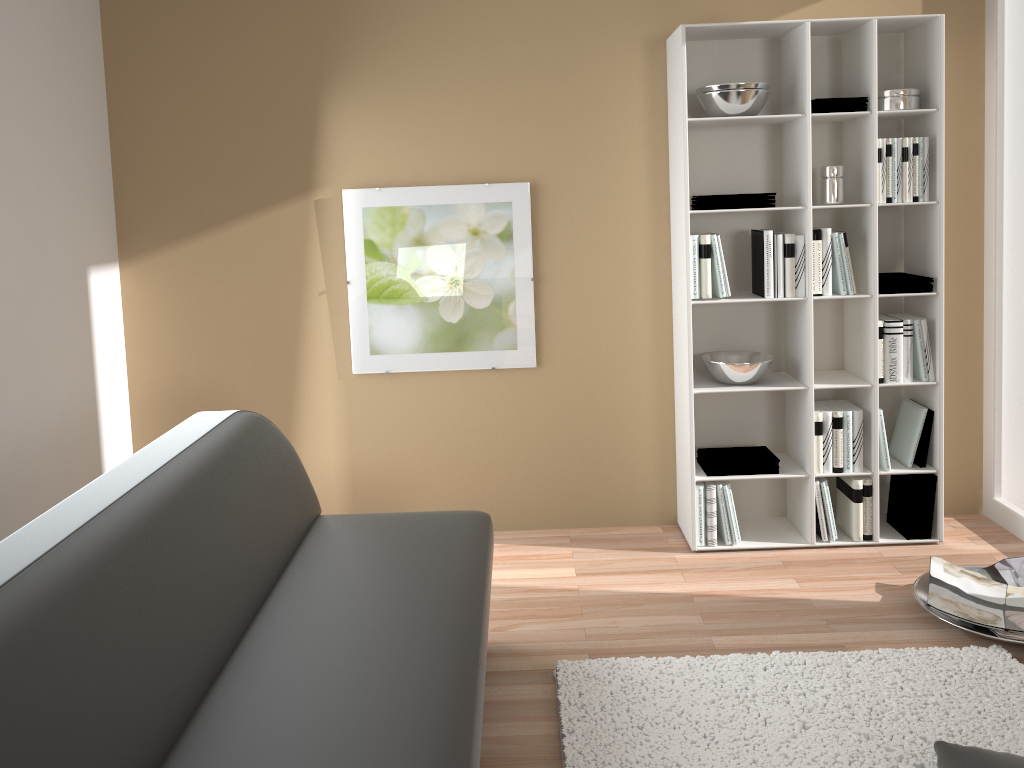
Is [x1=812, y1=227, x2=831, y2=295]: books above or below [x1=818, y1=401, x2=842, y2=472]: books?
above

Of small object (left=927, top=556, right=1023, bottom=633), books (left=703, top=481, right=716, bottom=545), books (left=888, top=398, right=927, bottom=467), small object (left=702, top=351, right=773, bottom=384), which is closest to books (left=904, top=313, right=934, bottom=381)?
books (left=888, top=398, right=927, bottom=467)

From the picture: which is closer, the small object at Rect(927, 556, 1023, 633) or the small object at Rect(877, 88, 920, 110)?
the small object at Rect(927, 556, 1023, 633)

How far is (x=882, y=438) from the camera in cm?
366

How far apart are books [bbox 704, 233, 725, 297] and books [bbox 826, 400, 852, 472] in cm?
72

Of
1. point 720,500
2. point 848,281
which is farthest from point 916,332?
point 720,500

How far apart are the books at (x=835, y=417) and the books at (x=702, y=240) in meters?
0.7

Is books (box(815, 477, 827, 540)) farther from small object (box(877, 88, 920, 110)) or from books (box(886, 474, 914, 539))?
small object (box(877, 88, 920, 110))

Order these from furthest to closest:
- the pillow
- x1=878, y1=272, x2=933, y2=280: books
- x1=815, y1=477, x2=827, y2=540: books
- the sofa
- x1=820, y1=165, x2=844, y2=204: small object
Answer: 1. x1=815, y1=477, x2=827, y2=540: books
2. x1=878, y1=272, x2=933, y2=280: books
3. x1=820, y1=165, x2=844, y2=204: small object
4. the pillow
5. the sofa

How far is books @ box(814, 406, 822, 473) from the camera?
3.6m
